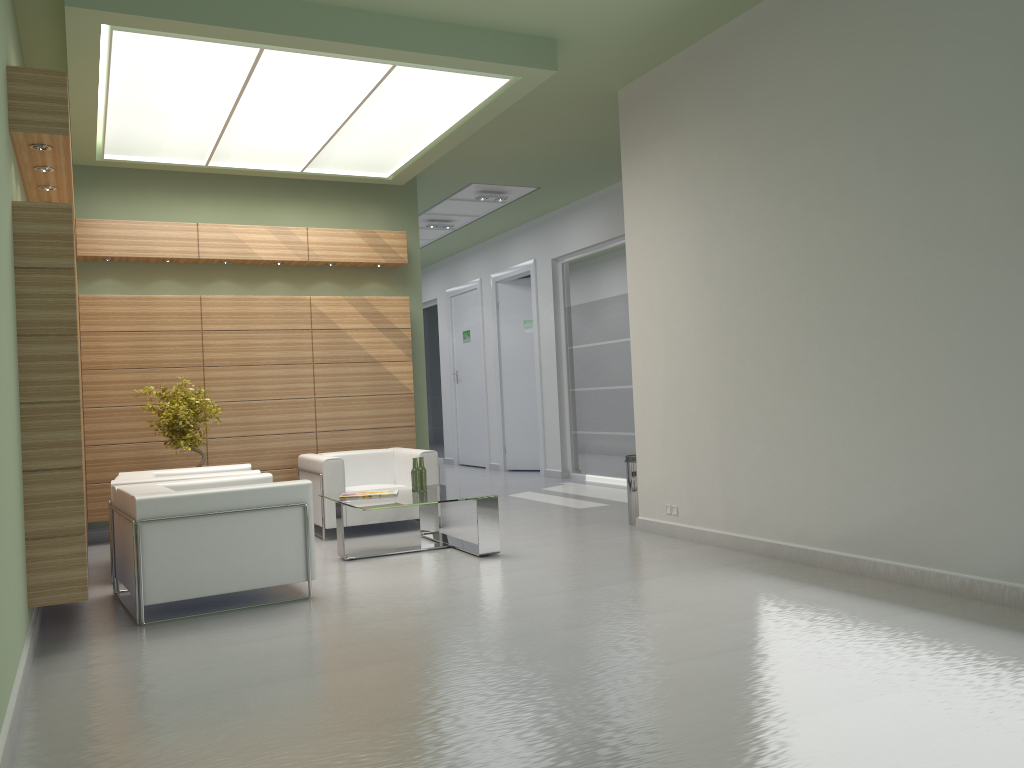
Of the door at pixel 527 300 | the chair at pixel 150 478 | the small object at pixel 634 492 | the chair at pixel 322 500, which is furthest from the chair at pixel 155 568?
the door at pixel 527 300

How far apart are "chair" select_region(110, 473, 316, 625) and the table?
1.1 meters

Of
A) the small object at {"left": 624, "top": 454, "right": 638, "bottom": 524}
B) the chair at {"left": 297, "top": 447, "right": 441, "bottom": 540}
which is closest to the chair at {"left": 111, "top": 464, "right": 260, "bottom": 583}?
the chair at {"left": 297, "top": 447, "right": 441, "bottom": 540}

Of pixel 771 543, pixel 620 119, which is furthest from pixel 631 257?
pixel 771 543

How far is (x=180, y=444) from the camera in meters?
12.9 m

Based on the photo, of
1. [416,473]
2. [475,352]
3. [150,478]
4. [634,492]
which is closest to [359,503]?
[416,473]

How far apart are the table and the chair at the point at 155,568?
1.1m

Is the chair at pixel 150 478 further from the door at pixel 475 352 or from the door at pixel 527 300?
the door at pixel 475 352

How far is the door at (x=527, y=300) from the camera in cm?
2347

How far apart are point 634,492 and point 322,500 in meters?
4.6
